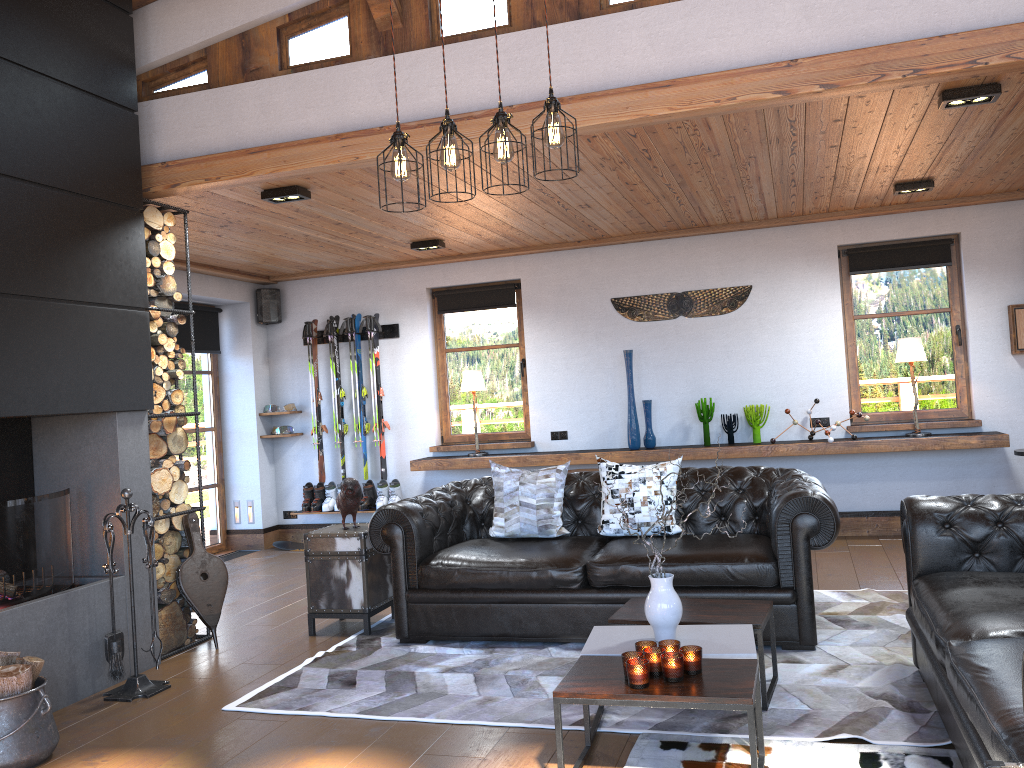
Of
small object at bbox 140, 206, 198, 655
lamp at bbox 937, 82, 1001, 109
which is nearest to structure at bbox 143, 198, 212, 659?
small object at bbox 140, 206, 198, 655

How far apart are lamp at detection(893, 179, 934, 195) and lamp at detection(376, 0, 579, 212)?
3.8 meters

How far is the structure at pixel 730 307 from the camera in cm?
765

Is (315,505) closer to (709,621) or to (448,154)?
(709,621)

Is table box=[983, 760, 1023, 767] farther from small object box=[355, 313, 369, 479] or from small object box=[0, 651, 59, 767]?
small object box=[355, 313, 369, 479]

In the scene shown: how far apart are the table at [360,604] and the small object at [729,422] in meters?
3.3

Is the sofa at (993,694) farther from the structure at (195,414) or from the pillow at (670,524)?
the structure at (195,414)

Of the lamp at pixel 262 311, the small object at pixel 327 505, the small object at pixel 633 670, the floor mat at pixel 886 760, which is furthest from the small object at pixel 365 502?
the small object at pixel 633 670

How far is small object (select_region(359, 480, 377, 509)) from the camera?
8.4m

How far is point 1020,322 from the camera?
6.9m
